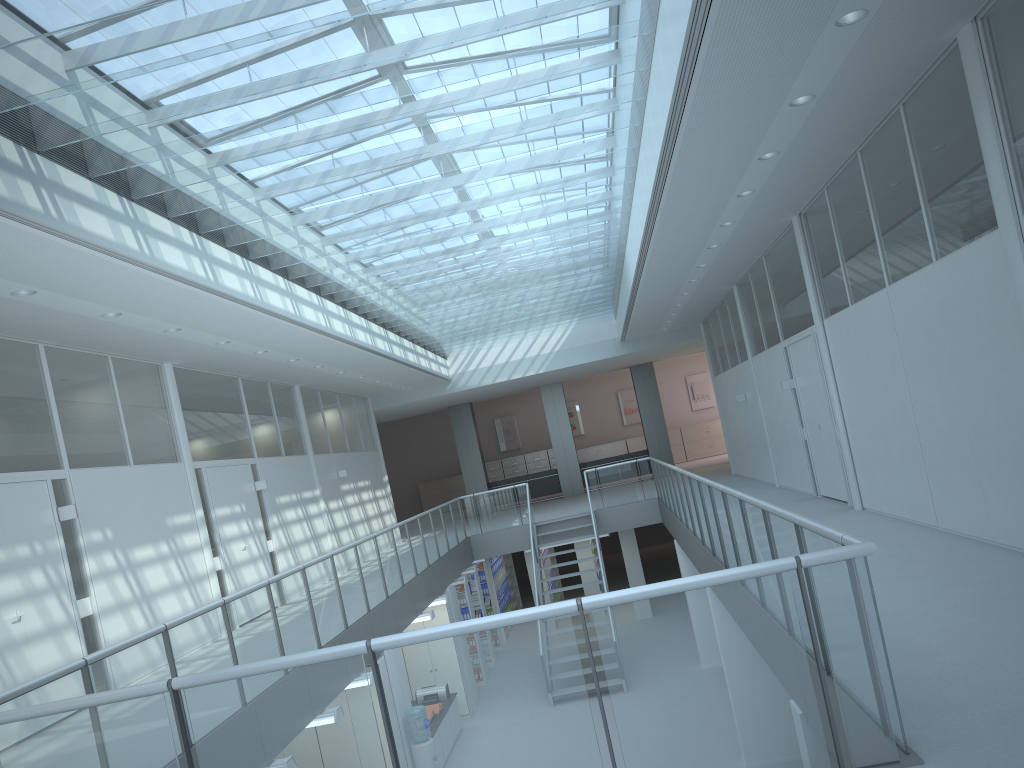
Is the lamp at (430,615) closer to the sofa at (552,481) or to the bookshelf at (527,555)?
the bookshelf at (527,555)

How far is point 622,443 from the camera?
26.7 meters

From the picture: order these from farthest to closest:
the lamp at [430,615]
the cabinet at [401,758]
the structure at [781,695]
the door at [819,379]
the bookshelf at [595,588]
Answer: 1. the bookshelf at [595,588]
2. the lamp at [430,615]
3. the door at [819,379]
4. the cabinet at [401,758]
5. the structure at [781,695]

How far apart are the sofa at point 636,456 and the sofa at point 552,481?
0.72m

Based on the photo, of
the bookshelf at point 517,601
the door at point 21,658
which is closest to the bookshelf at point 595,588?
the bookshelf at point 517,601

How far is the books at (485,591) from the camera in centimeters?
1670cm

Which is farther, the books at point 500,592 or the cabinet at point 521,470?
the cabinet at point 521,470

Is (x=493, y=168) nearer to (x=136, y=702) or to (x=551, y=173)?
(x=551, y=173)

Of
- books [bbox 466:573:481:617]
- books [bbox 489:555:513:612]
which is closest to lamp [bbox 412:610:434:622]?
books [bbox 466:573:481:617]

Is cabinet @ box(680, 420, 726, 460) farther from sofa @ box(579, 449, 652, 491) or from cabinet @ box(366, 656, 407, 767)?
cabinet @ box(366, 656, 407, 767)
